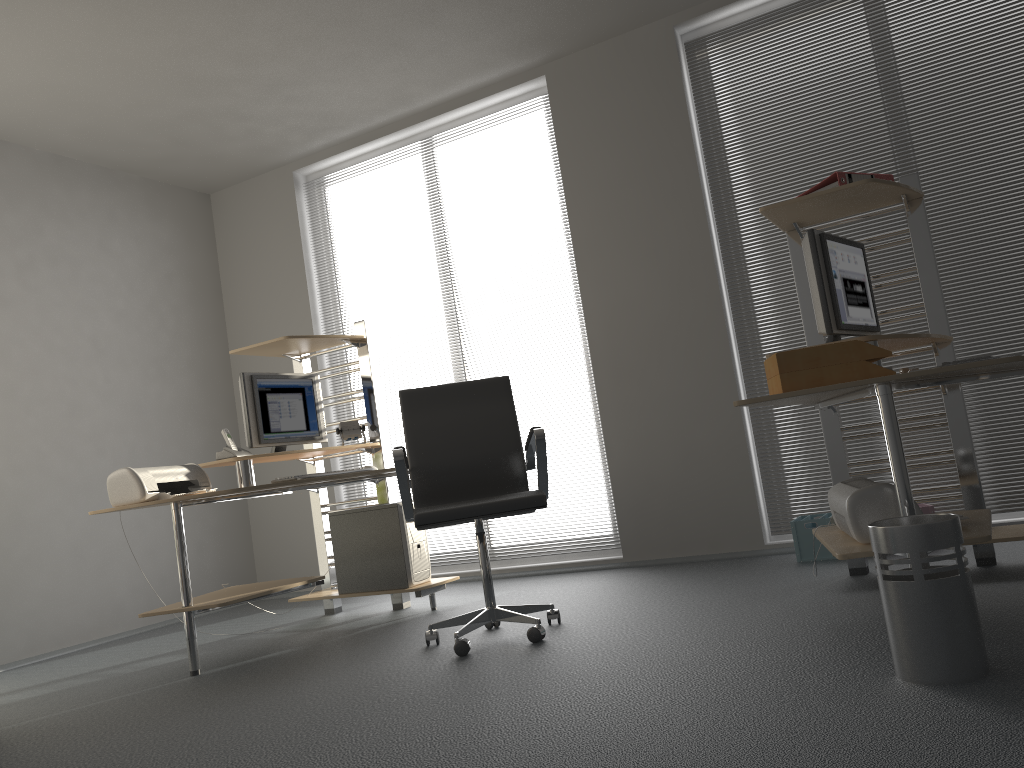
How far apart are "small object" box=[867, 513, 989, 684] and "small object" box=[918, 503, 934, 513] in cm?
195

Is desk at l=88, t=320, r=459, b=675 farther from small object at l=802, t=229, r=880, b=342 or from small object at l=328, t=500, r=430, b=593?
small object at l=802, t=229, r=880, b=342

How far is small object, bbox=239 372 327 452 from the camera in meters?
4.4 m

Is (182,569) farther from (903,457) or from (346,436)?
(903,457)

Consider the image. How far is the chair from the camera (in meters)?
3.21

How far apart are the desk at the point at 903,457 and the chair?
0.9m

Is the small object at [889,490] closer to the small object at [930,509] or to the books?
the books

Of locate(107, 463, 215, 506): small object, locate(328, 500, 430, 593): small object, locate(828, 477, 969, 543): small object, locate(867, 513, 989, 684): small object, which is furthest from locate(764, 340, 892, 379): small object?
locate(107, 463, 215, 506): small object

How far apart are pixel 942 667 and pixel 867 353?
0.85m

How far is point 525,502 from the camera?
3.2 meters
